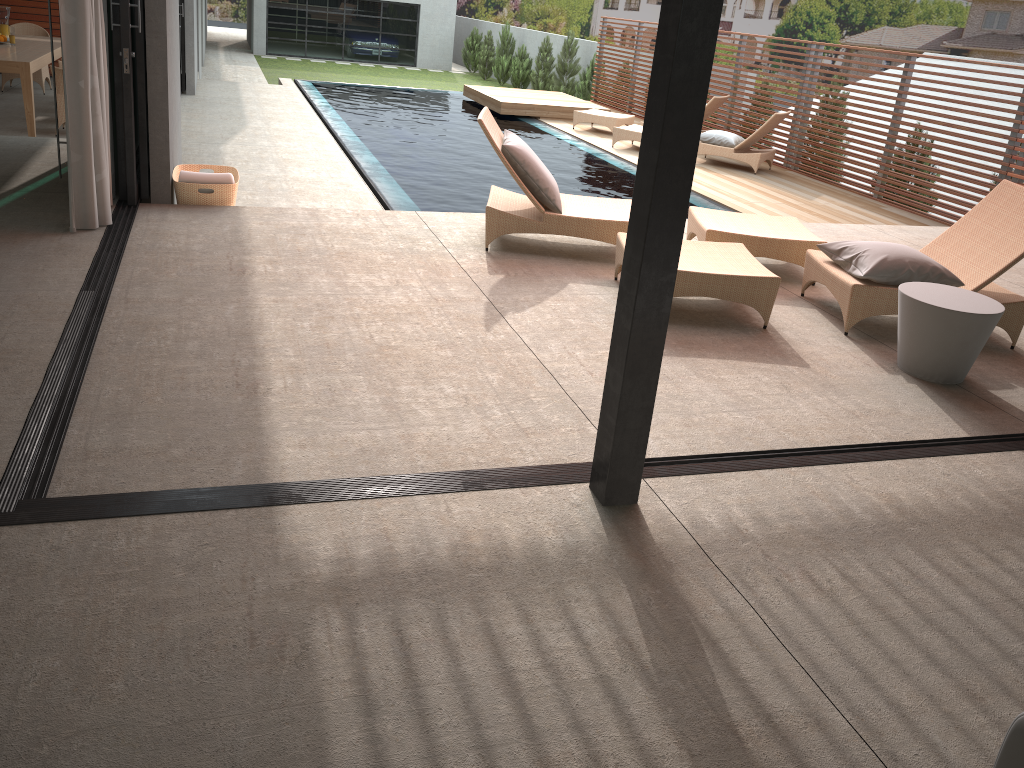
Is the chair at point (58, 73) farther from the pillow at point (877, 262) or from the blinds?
the pillow at point (877, 262)

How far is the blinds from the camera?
4.69m

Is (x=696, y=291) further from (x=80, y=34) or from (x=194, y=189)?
(x=80, y=34)

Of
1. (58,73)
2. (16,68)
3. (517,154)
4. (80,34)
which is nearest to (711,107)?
(517,154)

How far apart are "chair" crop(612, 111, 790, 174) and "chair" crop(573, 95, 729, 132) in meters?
0.9 m

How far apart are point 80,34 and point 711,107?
10.0m

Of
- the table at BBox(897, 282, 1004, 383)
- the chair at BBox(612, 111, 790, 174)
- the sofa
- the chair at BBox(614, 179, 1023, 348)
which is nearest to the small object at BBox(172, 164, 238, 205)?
the chair at BBox(614, 179, 1023, 348)

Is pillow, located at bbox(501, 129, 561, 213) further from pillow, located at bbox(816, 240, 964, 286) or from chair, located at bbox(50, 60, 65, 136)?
chair, located at bbox(50, 60, 65, 136)

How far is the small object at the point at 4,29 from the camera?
17.40m

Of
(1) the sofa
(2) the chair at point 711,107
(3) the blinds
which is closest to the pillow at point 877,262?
(1) the sofa
